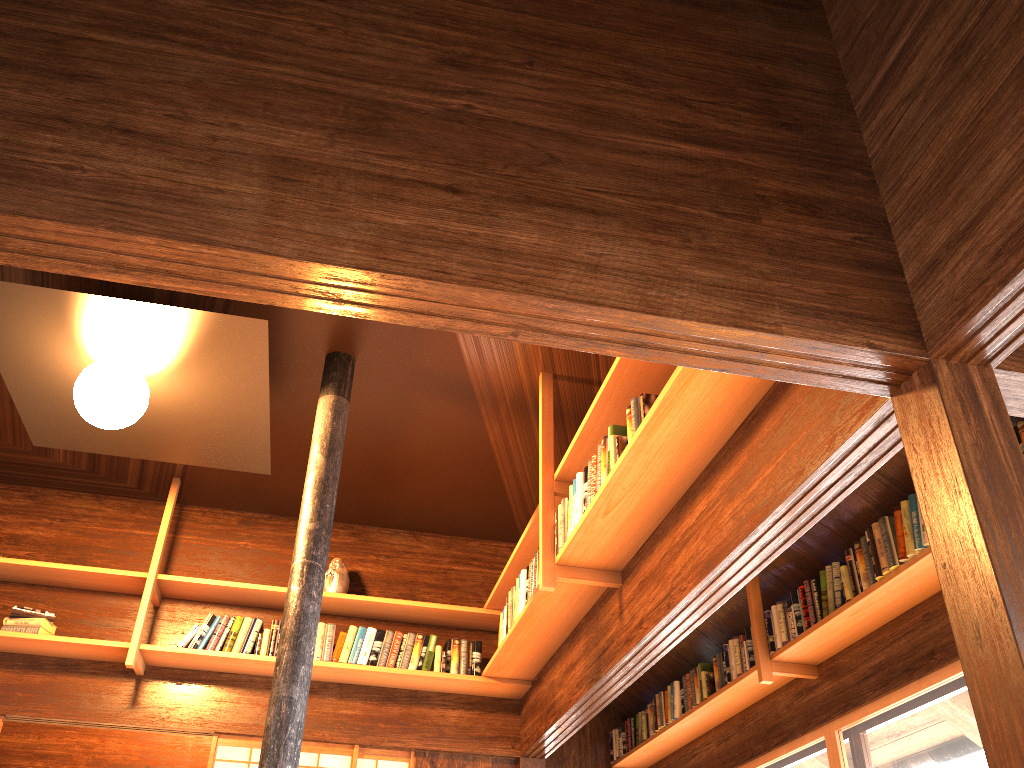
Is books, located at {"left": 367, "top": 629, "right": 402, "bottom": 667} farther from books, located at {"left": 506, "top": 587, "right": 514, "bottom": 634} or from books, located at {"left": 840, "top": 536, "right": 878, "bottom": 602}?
books, located at {"left": 840, "top": 536, "right": 878, "bottom": 602}

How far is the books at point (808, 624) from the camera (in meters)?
4.16

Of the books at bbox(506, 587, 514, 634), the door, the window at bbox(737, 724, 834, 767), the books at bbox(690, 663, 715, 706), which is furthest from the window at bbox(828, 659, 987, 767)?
the door

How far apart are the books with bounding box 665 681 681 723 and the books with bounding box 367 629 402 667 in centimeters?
178cm

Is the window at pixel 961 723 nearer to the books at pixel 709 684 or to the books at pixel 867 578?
the books at pixel 867 578

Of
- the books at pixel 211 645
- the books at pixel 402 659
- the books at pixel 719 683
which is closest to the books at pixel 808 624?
the books at pixel 719 683

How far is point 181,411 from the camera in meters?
4.1 m

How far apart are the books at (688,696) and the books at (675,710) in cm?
6

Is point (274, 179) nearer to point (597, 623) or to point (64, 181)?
point (64, 181)

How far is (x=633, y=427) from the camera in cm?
310
